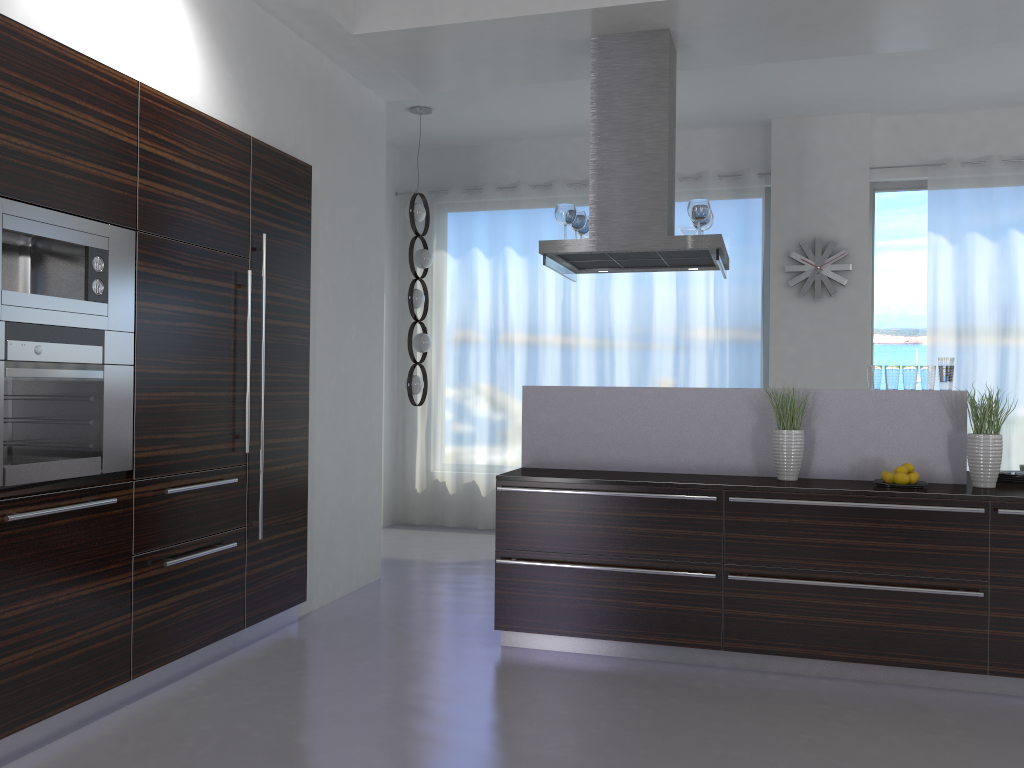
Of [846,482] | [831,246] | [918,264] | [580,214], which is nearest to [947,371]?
[846,482]

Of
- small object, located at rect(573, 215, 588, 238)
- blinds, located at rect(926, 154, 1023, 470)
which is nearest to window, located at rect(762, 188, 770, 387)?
blinds, located at rect(926, 154, 1023, 470)

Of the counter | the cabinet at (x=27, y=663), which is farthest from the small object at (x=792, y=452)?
the cabinet at (x=27, y=663)

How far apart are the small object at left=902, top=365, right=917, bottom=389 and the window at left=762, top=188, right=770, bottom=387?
3.20m

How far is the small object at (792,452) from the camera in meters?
4.3

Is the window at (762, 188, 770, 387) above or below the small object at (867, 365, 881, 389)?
above

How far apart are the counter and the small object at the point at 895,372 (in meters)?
0.04

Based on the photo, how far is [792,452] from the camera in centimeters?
426cm

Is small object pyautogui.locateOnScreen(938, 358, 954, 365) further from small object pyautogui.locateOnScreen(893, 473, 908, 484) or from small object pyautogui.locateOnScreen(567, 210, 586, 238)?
small object pyautogui.locateOnScreen(567, 210, 586, 238)

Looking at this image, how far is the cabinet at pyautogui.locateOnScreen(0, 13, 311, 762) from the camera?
3.0m
